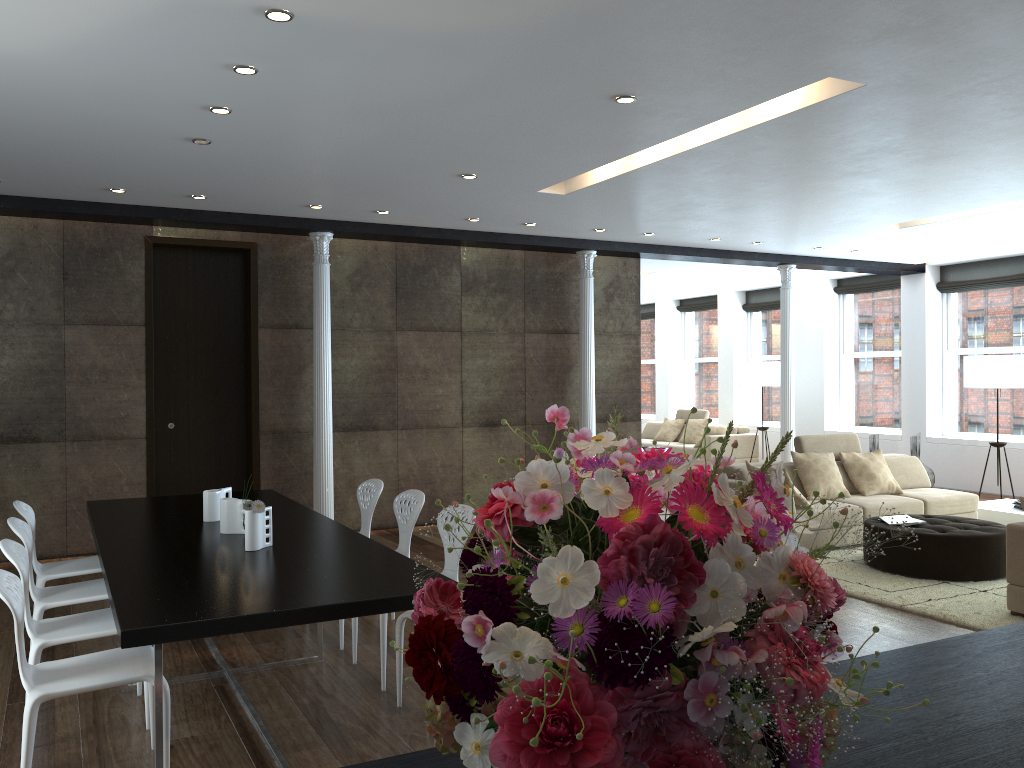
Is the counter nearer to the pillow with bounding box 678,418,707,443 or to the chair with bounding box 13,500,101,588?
the chair with bounding box 13,500,101,588

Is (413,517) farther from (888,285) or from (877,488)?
(888,285)

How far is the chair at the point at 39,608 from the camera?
4.30m

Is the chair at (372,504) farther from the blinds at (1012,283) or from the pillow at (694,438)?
the pillow at (694,438)

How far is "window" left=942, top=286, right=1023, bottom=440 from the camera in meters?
11.3 m

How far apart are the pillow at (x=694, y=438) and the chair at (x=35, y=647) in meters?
11.6

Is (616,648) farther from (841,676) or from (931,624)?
(931,624)

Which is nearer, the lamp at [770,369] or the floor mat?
the floor mat

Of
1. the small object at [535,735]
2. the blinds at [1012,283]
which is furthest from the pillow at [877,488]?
the small object at [535,735]

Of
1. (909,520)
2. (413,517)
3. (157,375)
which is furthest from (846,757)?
(157,375)
